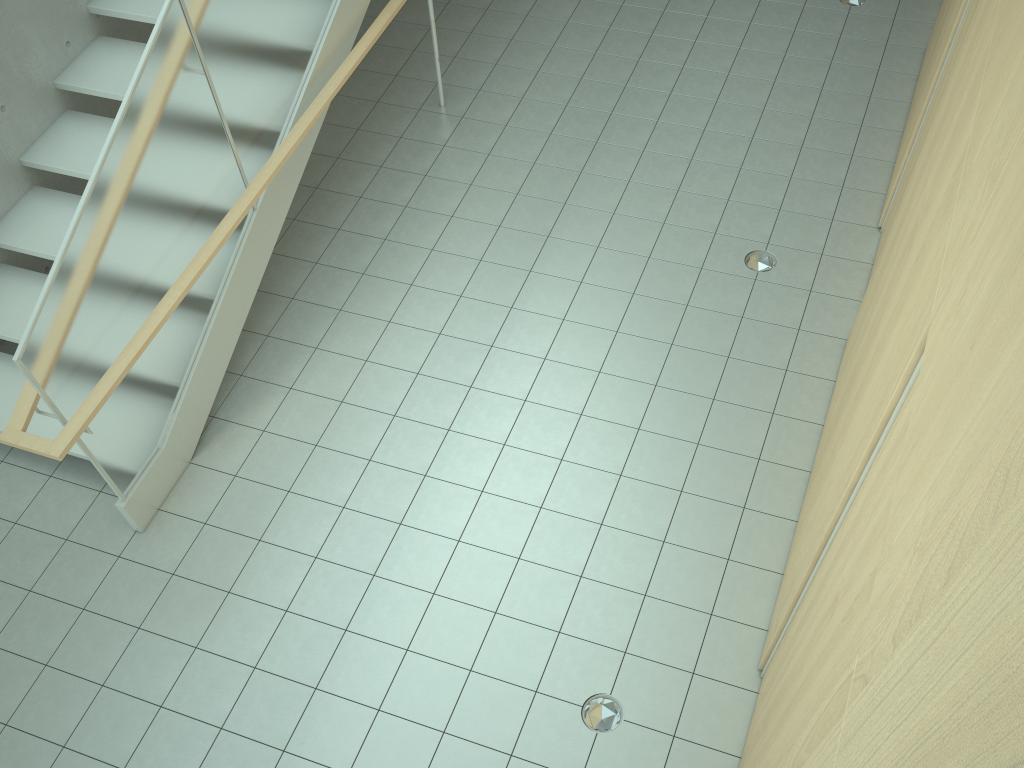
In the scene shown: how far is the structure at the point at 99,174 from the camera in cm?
380

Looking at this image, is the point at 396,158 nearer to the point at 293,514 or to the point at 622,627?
the point at 293,514

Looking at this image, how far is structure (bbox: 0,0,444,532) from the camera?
3.80m

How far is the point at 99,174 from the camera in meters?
3.8

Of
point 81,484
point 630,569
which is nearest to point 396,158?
point 81,484
